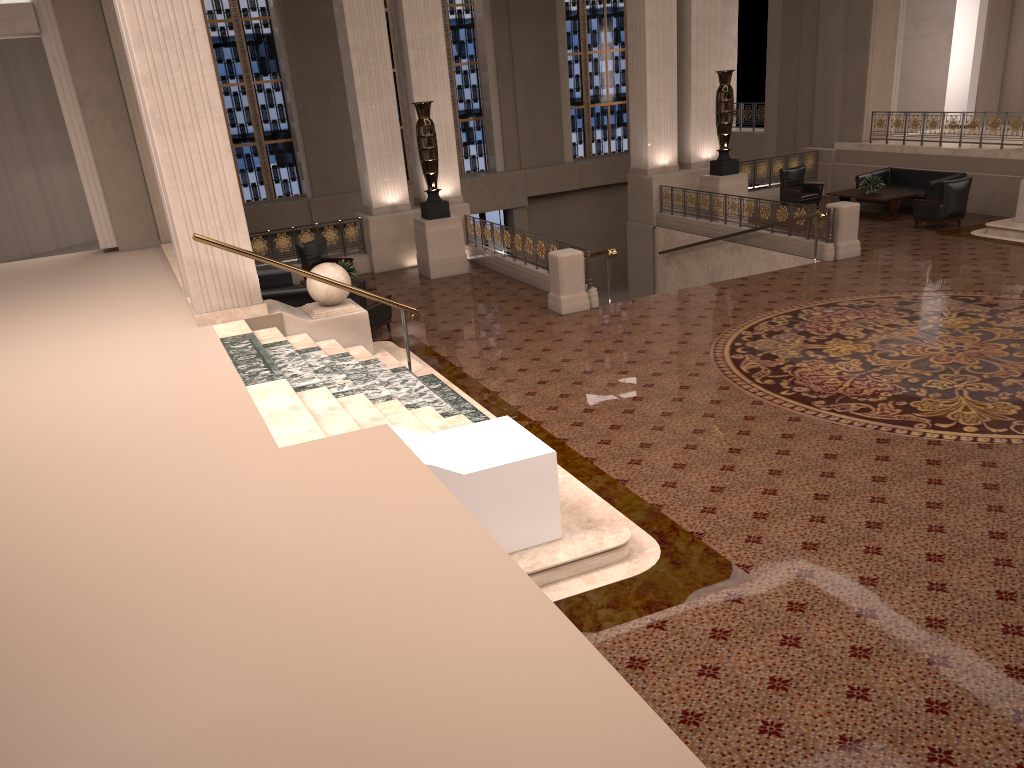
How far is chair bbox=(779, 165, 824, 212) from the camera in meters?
18.4 m

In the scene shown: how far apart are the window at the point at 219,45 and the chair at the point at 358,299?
11.9 meters

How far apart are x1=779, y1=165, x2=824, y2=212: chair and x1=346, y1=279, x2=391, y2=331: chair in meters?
10.2

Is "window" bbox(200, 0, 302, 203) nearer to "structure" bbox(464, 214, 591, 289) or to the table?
"structure" bbox(464, 214, 591, 289)

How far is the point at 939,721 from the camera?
4.3 meters

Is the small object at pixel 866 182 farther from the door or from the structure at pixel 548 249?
the door

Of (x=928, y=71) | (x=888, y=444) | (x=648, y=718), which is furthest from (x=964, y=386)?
(x=928, y=71)

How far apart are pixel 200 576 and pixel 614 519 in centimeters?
298cm

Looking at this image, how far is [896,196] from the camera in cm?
1660

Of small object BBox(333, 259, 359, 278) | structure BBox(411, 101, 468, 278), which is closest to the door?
structure BBox(411, 101, 468, 278)
